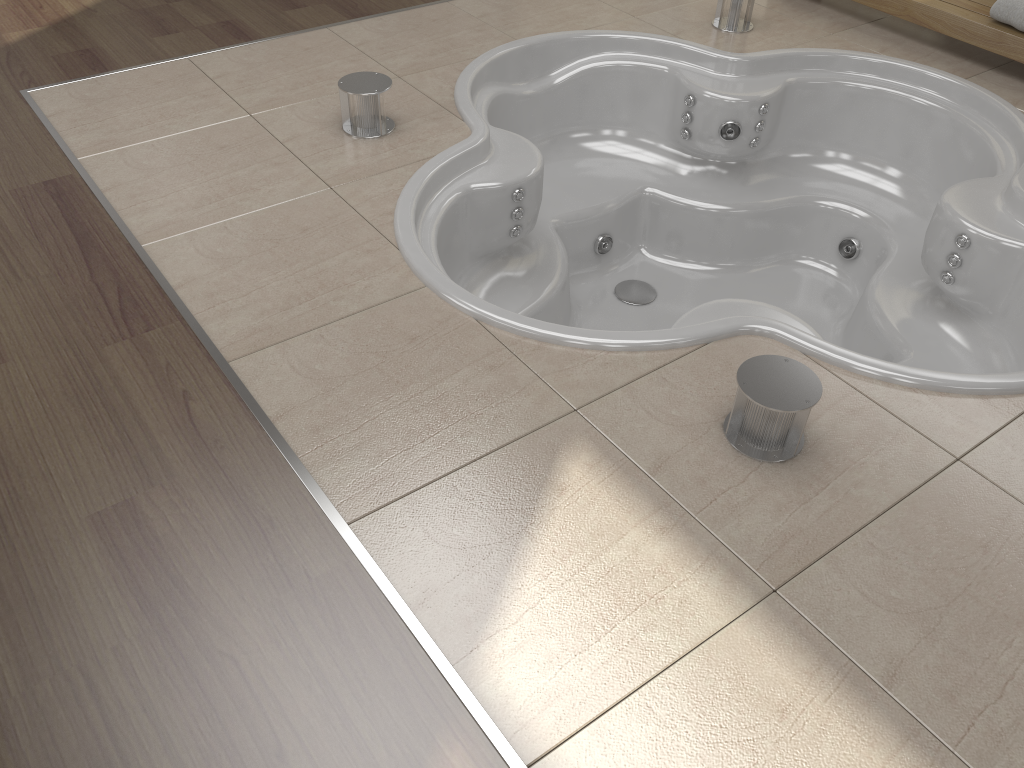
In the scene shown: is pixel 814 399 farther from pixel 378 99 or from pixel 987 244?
pixel 378 99

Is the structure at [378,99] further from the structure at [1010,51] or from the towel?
the towel

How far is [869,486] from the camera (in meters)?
1.57

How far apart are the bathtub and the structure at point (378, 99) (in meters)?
0.22

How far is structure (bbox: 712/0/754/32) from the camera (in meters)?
3.13

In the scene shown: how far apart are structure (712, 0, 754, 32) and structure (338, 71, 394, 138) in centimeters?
138cm

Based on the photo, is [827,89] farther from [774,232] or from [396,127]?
[396,127]

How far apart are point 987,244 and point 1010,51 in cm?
98

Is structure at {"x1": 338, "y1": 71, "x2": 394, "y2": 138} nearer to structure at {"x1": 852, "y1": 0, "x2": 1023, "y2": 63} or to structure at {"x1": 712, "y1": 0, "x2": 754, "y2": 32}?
structure at {"x1": 712, "y1": 0, "x2": 754, "y2": 32}

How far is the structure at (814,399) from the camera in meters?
1.5
